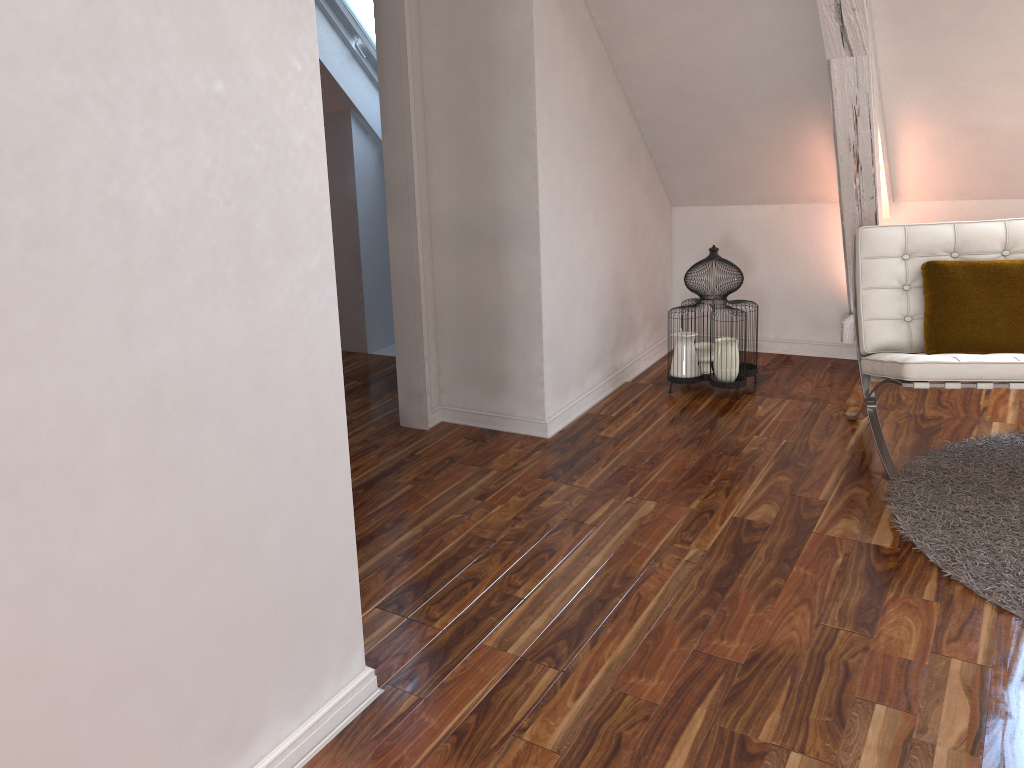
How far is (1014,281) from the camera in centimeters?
286cm

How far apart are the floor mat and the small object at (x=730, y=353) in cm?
79

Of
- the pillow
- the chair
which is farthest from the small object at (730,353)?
the pillow

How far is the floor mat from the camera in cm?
220

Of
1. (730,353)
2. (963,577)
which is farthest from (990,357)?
(730,353)

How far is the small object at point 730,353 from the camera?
3.5m

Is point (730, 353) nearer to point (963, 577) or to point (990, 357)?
point (990, 357)

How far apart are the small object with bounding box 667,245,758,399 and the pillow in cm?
71

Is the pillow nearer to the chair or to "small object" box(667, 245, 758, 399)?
the chair

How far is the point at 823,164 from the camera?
3.6 meters
